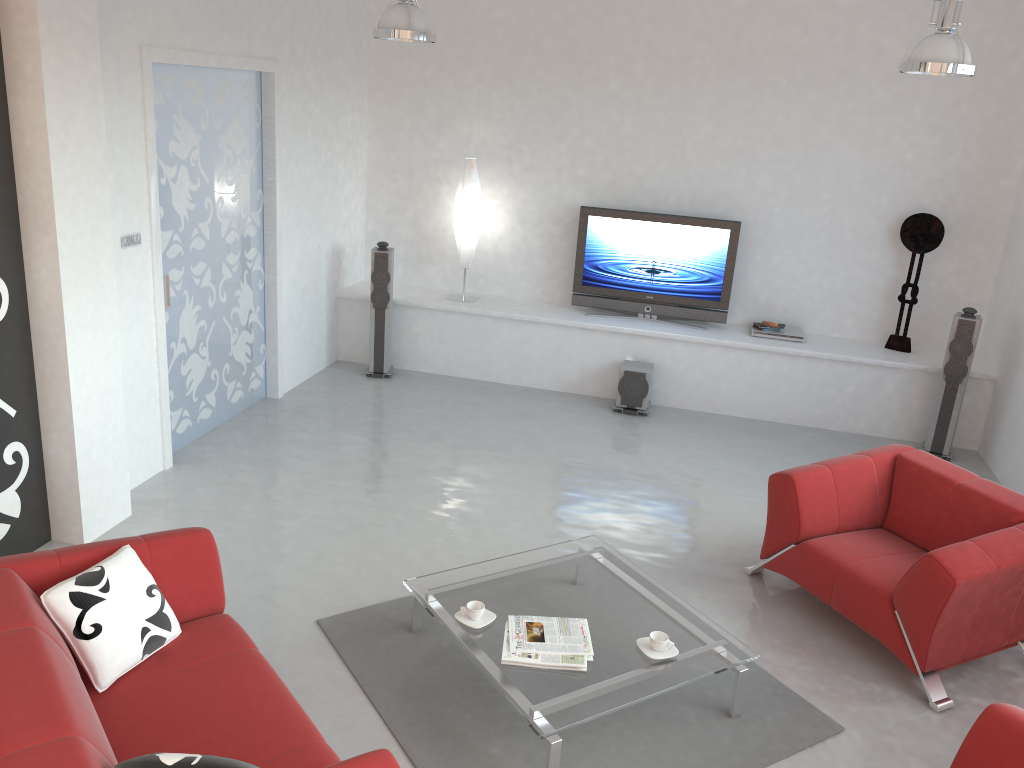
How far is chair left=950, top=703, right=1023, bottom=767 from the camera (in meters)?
2.76

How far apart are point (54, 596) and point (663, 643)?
2.3 meters

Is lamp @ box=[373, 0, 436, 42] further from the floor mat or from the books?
the books

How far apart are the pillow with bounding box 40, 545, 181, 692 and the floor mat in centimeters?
83cm

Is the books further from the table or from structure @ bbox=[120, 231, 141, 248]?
structure @ bbox=[120, 231, 141, 248]

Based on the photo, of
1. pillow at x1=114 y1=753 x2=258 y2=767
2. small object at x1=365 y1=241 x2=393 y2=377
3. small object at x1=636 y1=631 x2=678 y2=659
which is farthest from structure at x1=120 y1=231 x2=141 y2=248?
small object at x1=636 y1=631 x2=678 y2=659

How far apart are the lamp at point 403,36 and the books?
3.38m

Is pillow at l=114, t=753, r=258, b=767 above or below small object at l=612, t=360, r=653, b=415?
above

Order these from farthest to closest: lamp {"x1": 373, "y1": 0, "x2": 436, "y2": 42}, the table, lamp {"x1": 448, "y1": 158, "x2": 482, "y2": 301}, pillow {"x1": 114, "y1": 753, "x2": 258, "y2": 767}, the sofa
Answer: lamp {"x1": 448, "y1": 158, "x2": 482, "y2": 301}
lamp {"x1": 373, "y1": 0, "x2": 436, "y2": 42}
the table
the sofa
pillow {"x1": 114, "y1": 753, "x2": 258, "y2": 767}

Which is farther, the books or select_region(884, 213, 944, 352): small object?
select_region(884, 213, 944, 352): small object
